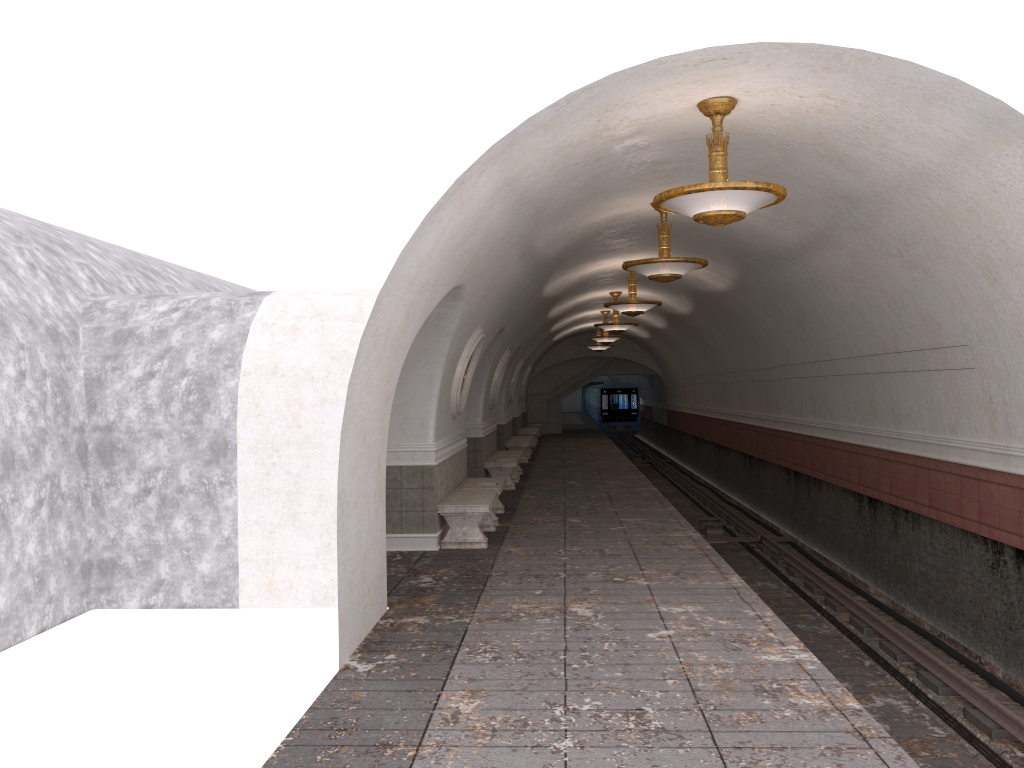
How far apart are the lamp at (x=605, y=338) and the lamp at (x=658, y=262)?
14.03m

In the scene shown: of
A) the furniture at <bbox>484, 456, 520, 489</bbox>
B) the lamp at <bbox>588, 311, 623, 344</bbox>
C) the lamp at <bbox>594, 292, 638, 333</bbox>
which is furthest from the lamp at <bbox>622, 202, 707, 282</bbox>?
the lamp at <bbox>588, 311, 623, 344</bbox>

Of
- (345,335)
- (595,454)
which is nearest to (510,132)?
(345,335)

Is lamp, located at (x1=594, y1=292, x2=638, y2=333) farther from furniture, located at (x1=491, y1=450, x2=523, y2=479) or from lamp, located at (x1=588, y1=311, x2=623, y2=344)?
lamp, located at (x1=588, y1=311, x2=623, y2=344)

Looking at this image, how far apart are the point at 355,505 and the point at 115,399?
2.8 meters

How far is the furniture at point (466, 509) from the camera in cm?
1020

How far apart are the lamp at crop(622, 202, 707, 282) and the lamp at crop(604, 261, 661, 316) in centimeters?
438cm

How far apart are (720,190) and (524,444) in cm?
1608

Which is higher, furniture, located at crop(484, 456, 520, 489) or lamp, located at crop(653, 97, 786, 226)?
lamp, located at crop(653, 97, 786, 226)

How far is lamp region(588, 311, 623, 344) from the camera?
24.6m
